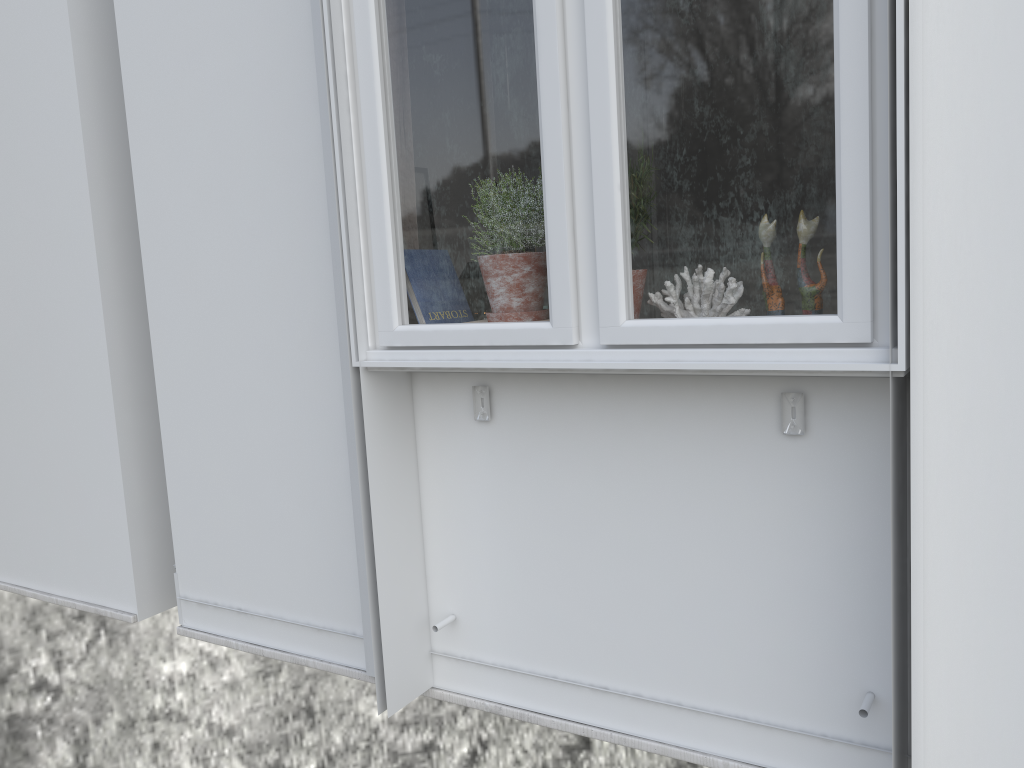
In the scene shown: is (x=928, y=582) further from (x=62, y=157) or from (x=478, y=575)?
(x=62, y=157)

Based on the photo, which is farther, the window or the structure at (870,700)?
the structure at (870,700)

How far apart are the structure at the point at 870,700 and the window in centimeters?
15cm

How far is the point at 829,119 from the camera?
1.38m

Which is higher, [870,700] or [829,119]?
[829,119]

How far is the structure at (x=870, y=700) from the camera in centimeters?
156cm

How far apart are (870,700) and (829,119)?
1.0 meters

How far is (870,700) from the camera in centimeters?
156cm

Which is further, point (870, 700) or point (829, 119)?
point (870, 700)
